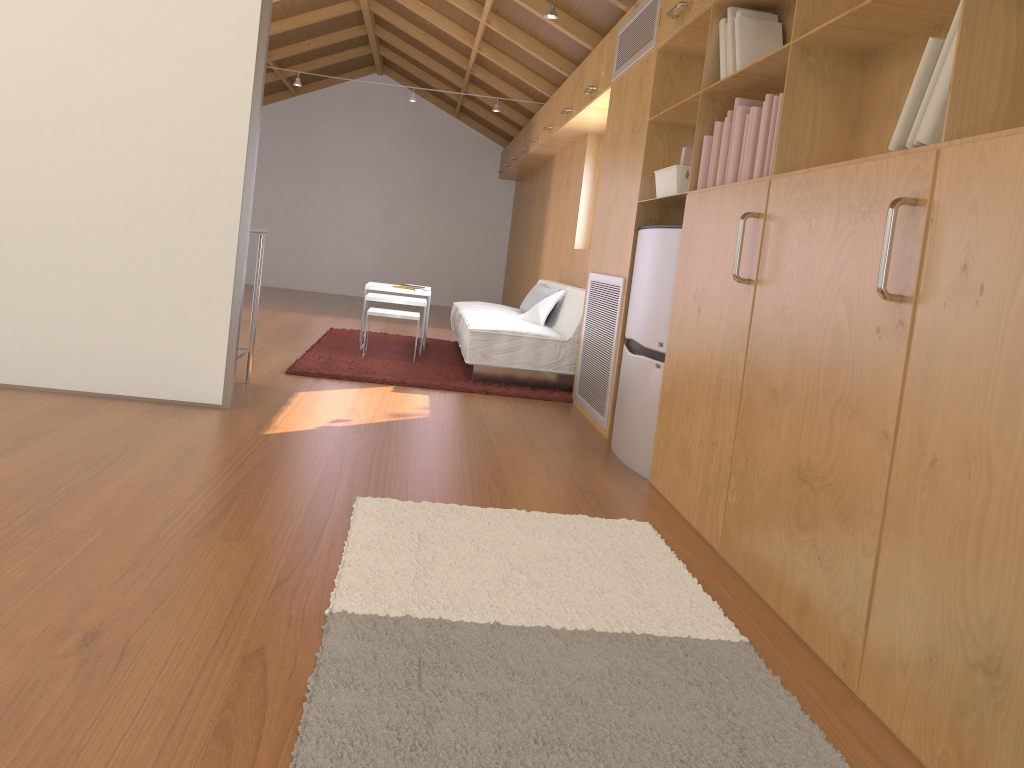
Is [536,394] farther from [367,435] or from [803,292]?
[803,292]

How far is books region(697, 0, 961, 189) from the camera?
1.8 meters

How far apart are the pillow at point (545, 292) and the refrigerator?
2.29m

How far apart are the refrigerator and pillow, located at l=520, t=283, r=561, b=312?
2.29m

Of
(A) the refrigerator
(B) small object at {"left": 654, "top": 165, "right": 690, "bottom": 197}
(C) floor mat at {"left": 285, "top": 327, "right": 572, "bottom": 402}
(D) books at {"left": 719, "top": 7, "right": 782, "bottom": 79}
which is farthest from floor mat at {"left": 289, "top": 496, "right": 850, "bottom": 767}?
(C) floor mat at {"left": 285, "top": 327, "right": 572, "bottom": 402}

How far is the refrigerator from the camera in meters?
3.4 m

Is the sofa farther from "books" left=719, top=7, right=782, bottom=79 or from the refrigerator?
"books" left=719, top=7, right=782, bottom=79

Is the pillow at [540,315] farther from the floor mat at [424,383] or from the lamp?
the lamp

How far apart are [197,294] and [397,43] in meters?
6.4 m

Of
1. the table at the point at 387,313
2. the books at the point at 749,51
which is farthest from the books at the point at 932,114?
the table at the point at 387,313
